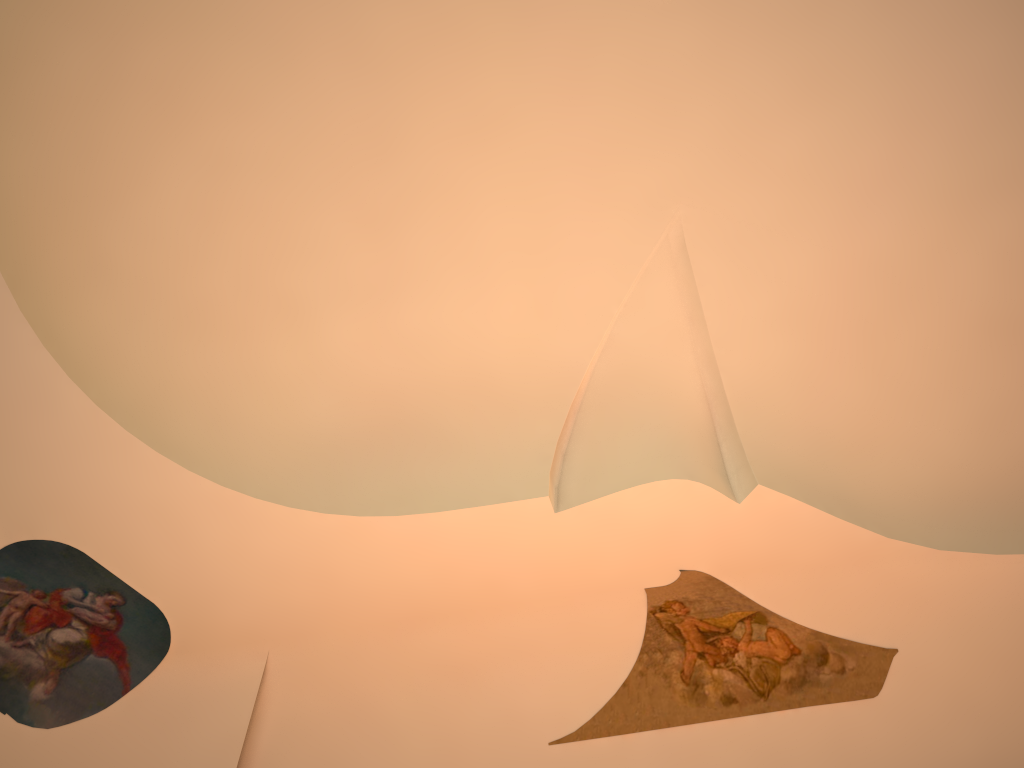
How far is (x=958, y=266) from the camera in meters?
7.2 m
